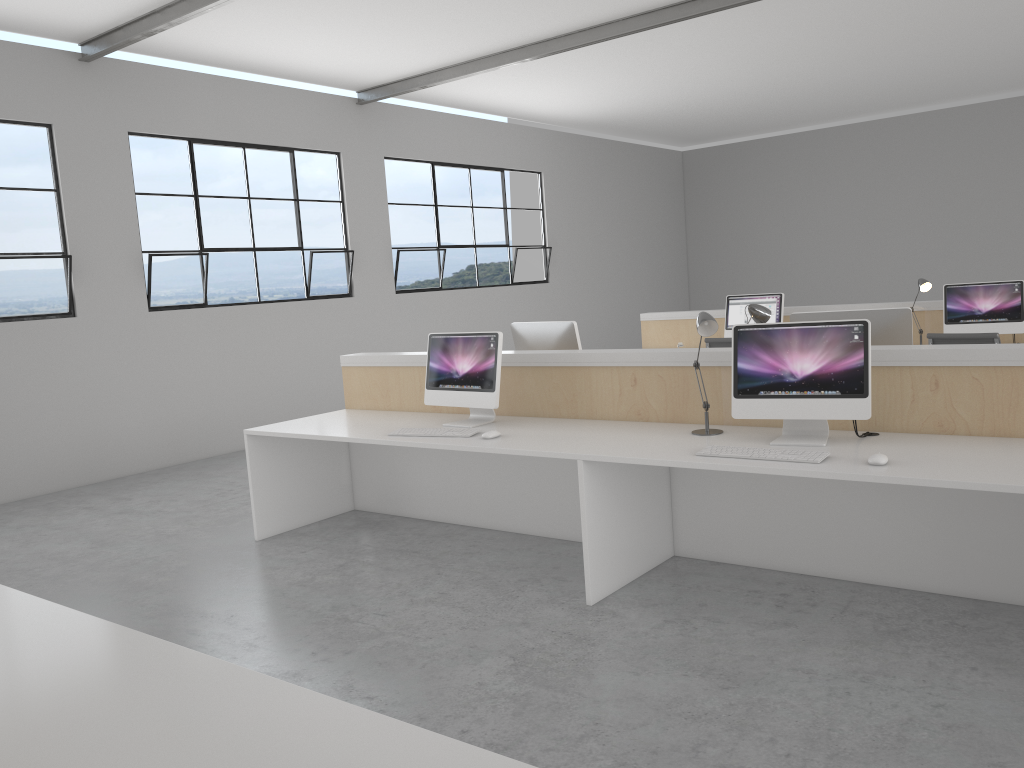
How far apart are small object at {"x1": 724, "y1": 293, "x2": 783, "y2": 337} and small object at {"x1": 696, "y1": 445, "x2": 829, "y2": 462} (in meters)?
3.27

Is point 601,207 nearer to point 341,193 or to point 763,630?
point 341,193

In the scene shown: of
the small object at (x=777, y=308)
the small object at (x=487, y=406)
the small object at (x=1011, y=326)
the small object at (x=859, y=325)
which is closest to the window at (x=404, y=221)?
the small object at (x=777, y=308)

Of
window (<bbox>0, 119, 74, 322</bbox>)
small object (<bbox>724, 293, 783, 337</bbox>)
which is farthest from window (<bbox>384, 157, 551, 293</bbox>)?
small object (<bbox>724, 293, 783, 337</bbox>)

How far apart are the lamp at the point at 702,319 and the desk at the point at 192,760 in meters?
1.9 m

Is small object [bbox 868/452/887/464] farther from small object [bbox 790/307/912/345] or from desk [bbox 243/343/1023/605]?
small object [bbox 790/307/912/345]

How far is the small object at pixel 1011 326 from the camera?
4.9m

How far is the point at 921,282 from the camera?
5.2 meters

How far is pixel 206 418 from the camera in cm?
610

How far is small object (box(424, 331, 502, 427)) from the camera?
3.4m
